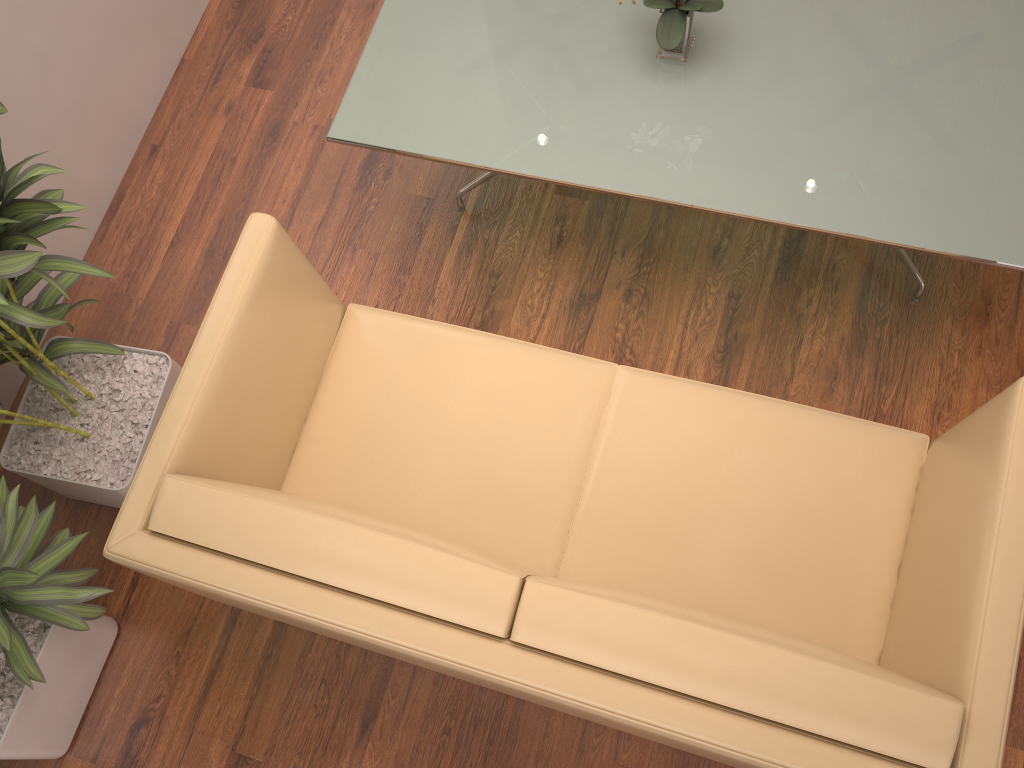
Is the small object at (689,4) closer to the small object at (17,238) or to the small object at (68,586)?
the small object at (17,238)

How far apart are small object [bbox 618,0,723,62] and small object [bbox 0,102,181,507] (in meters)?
1.49

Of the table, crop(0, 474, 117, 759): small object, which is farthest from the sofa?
the table

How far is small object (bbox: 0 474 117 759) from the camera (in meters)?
2.07

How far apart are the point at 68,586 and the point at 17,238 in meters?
0.8 m

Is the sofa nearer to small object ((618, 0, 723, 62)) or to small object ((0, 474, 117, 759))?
small object ((0, 474, 117, 759))

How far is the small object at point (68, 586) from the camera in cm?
207

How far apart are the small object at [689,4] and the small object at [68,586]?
1.9m

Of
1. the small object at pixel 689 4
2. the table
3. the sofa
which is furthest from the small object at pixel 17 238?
the small object at pixel 689 4

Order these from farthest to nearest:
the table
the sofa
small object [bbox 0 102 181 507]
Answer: the table, small object [bbox 0 102 181 507], the sofa
